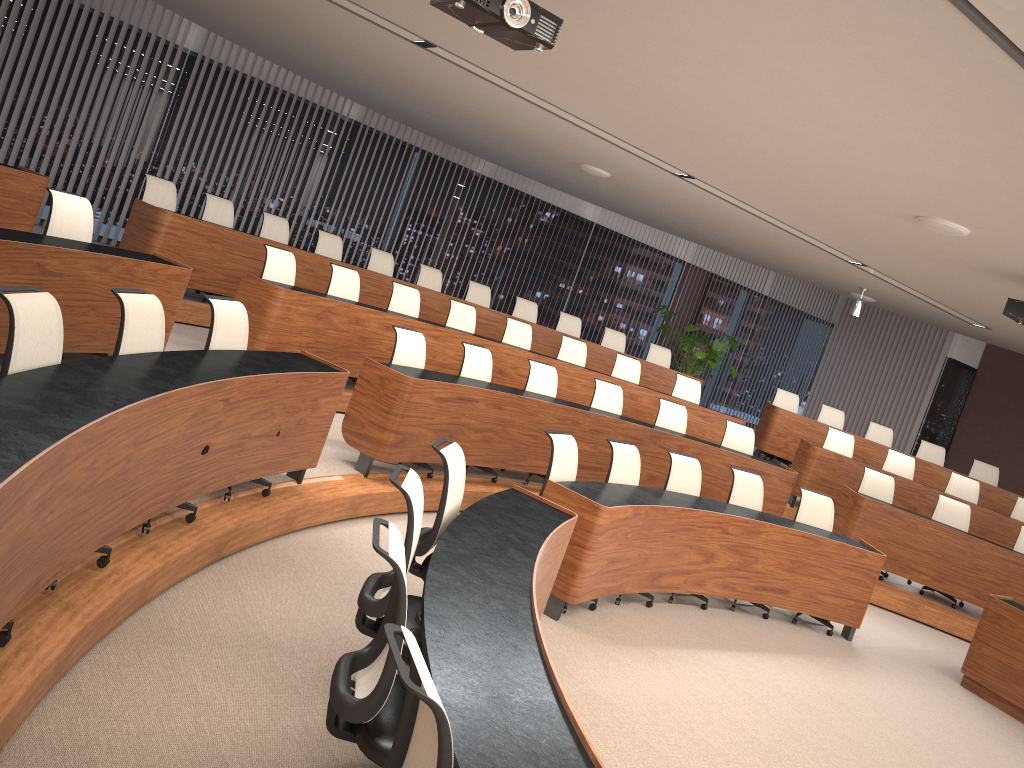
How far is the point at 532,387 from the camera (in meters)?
7.64

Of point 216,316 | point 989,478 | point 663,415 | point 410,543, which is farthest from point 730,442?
point 410,543

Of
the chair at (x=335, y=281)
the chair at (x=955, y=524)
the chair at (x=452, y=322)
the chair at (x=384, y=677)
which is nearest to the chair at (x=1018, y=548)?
the chair at (x=955, y=524)

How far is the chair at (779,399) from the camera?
11.9 meters

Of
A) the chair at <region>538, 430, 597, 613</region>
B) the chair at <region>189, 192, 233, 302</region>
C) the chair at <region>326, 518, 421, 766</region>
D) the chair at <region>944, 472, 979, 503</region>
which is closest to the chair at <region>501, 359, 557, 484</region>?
the chair at <region>538, 430, 597, 613</region>

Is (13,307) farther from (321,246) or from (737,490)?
(321,246)

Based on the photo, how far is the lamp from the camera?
10.8m

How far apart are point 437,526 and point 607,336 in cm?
761

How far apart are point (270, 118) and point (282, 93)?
0.4 meters

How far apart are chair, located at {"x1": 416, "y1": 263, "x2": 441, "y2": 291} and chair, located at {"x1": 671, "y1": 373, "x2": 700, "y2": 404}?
3.0m
